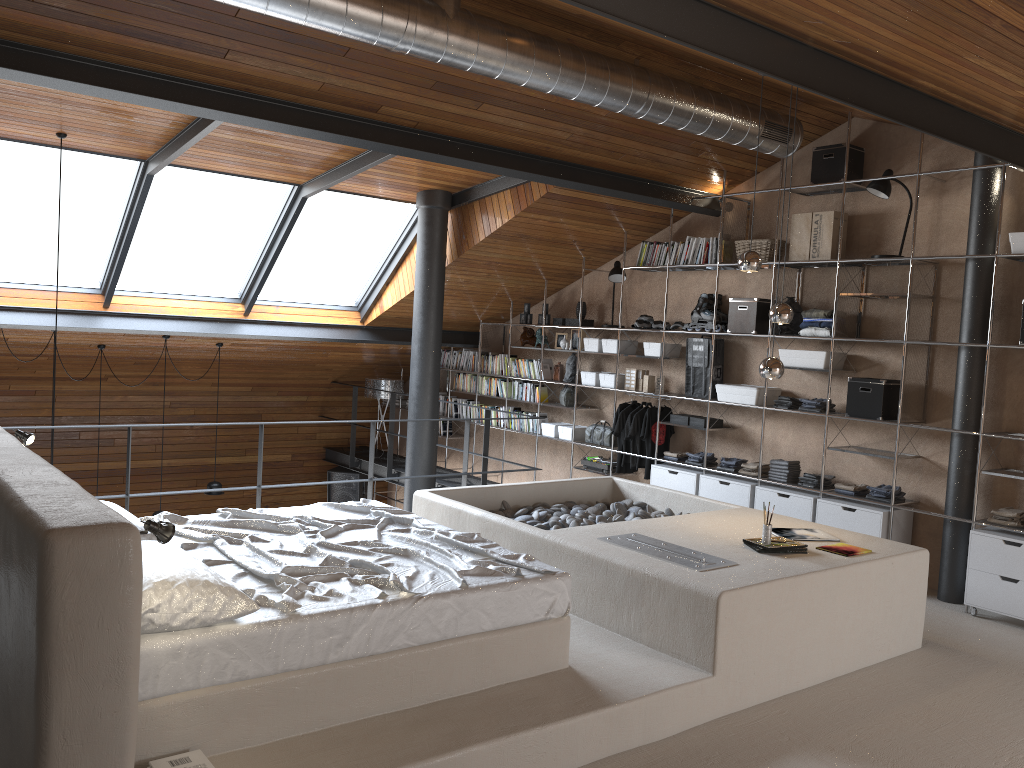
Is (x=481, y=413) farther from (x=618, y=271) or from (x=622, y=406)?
(x=618, y=271)

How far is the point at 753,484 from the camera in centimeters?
715cm

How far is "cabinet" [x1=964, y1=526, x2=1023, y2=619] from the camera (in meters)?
5.54

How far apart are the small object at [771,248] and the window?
3.2m

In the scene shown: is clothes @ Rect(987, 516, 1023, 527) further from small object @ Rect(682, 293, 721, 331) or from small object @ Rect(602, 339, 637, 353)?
small object @ Rect(602, 339, 637, 353)

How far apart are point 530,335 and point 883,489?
4.3 meters

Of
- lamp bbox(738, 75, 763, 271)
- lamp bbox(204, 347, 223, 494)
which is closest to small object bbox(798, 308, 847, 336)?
lamp bbox(738, 75, 763, 271)

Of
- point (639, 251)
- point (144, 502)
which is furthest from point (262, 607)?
point (144, 502)

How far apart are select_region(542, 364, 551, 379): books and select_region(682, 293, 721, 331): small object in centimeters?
198cm

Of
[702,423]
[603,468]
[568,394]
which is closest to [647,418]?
[702,423]
